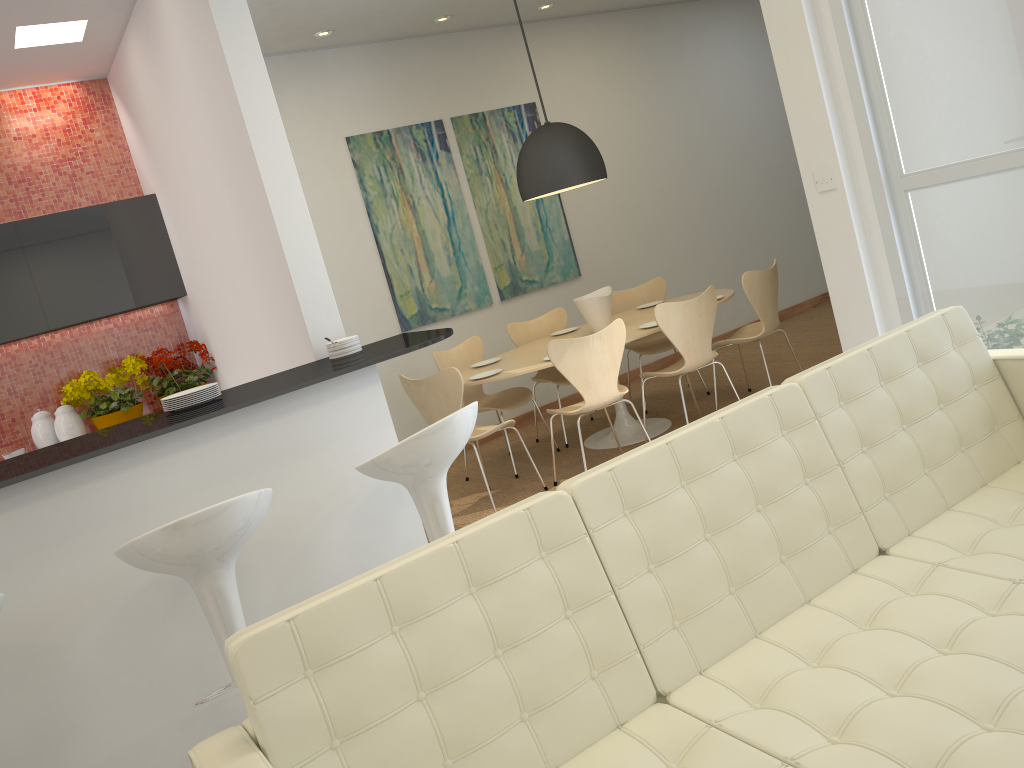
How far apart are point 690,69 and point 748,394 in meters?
3.5 m

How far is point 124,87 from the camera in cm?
532

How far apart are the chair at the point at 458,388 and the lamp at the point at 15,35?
2.5m

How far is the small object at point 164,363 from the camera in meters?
5.4 m

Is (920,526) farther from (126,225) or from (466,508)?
(126,225)

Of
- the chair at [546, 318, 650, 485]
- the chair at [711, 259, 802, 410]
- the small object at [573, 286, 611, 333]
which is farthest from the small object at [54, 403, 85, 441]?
the chair at [711, 259, 802, 410]

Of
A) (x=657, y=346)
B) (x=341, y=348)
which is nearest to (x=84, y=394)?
(x=341, y=348)

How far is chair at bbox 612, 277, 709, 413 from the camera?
6.54m

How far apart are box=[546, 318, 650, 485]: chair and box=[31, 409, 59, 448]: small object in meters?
3.0

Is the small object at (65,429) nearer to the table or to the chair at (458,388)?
the chair at (458,388)
